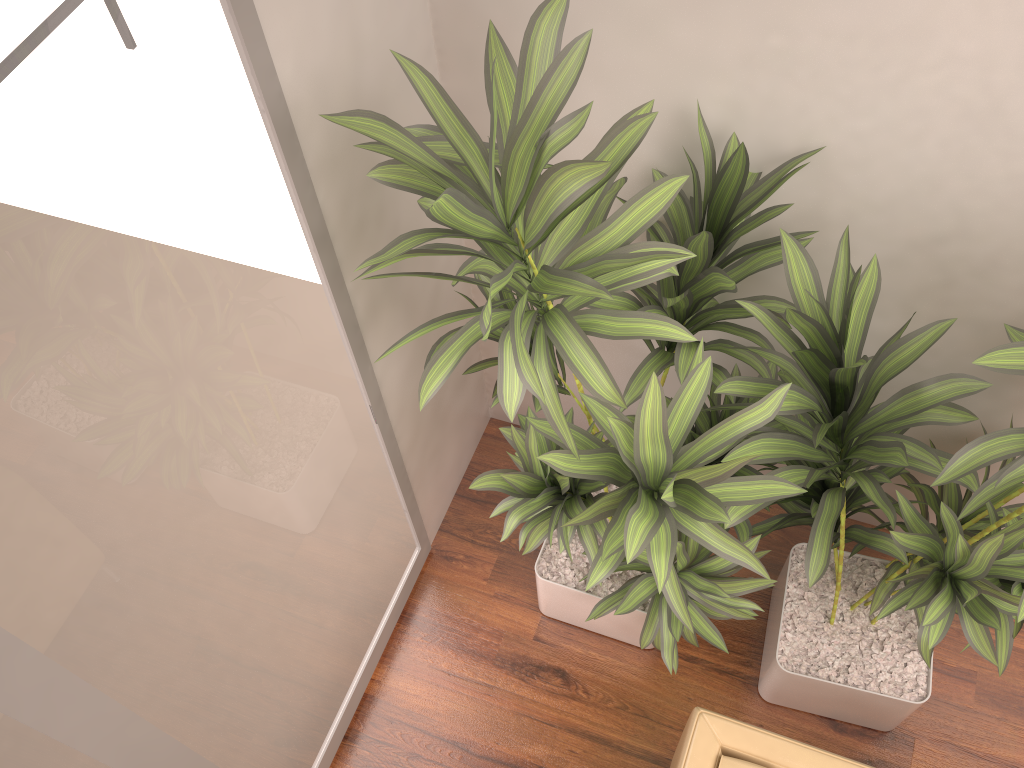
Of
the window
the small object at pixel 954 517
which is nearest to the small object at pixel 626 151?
the small object at pixel 954 517

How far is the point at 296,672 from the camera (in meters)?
2.27

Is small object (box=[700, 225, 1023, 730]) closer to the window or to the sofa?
the sofa

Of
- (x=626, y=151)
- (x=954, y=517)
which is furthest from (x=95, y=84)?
(x=954, y=517)

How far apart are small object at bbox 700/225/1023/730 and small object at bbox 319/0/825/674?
0.0m

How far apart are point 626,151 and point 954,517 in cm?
90

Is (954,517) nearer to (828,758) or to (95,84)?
(828,758)

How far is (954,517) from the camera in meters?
1.6 m

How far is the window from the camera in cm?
120

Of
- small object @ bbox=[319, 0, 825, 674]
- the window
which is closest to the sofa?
small object @ bbox=[319, 0, 825, 674]
